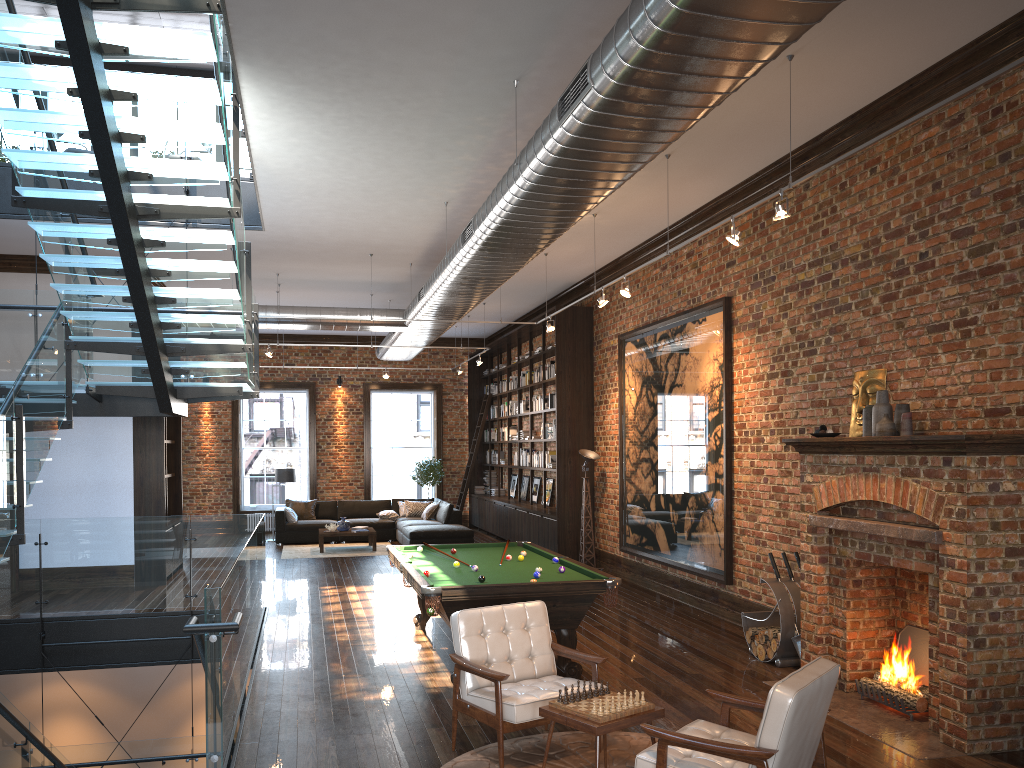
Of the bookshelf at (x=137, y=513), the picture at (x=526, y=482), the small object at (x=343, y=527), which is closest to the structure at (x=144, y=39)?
the bookshelf at (x=137, y=513)

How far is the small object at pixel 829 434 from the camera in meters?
6.7 m

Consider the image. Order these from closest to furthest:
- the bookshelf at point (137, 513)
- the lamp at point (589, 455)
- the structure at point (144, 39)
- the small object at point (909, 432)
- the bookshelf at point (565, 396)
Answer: the structure at point (144, 39) → the small object at point (909, 432) → the bookshelf at point (137, 513) → the lamp at point (589, 455) → the bookshelf at point (565, 396)

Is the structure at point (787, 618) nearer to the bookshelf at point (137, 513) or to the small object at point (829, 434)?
the small object at point (829, 434)

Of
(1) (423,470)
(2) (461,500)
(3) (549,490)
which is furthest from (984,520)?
(1) (423,470)

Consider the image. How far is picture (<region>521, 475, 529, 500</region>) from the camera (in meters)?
17.60

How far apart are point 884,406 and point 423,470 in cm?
1417

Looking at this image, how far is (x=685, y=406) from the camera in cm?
1024

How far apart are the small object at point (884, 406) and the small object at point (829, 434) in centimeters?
34cm

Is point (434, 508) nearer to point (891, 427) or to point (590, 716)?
point (891, 427)
